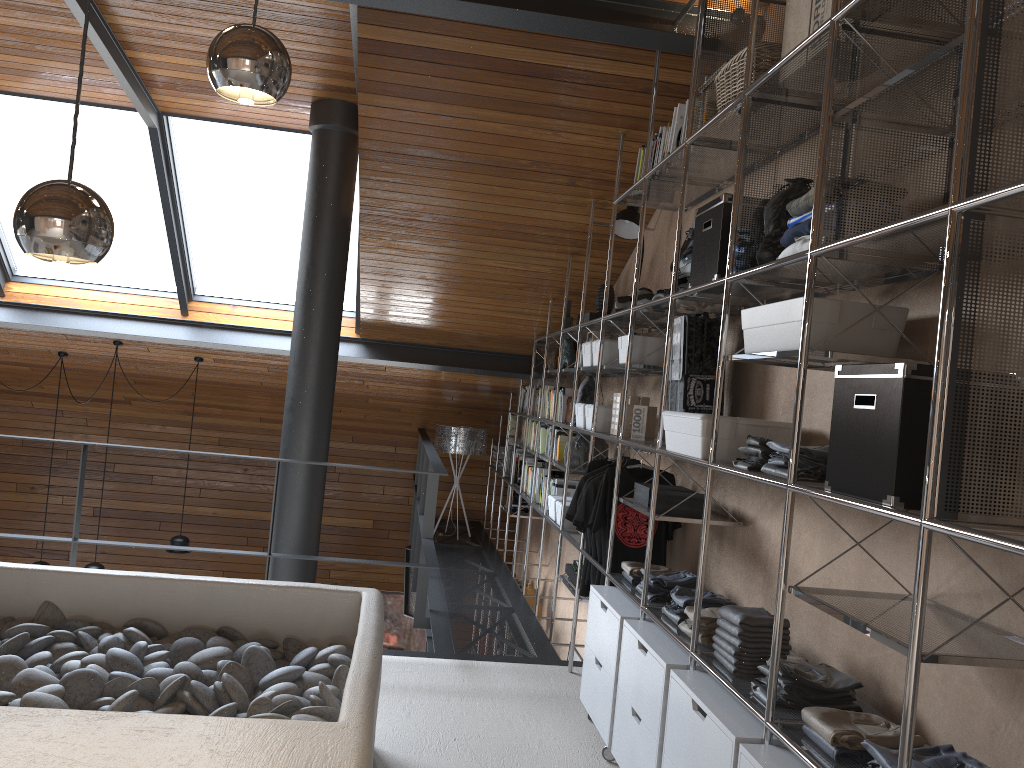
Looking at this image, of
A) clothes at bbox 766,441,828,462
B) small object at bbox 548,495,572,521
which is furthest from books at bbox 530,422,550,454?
clothes at bbox 766,441,828,462

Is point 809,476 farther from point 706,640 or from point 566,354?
point 566,354

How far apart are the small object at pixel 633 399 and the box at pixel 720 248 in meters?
1.2 m

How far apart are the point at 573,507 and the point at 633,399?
0.6m

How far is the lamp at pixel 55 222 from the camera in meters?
1.3

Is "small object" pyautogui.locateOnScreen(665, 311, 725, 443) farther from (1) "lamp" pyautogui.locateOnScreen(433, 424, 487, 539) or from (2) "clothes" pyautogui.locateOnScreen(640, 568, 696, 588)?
(1) "lamp" pyautogui.locateOnScreen(433, 424, 487, 539)

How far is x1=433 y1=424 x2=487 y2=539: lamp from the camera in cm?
783

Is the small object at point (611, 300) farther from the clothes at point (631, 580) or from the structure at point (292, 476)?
the clothes at point (631, 580)

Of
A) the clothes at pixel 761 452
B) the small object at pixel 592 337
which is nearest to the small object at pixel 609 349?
the small object at pixel 592 337

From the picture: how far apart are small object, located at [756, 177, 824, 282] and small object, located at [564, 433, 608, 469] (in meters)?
2.52
